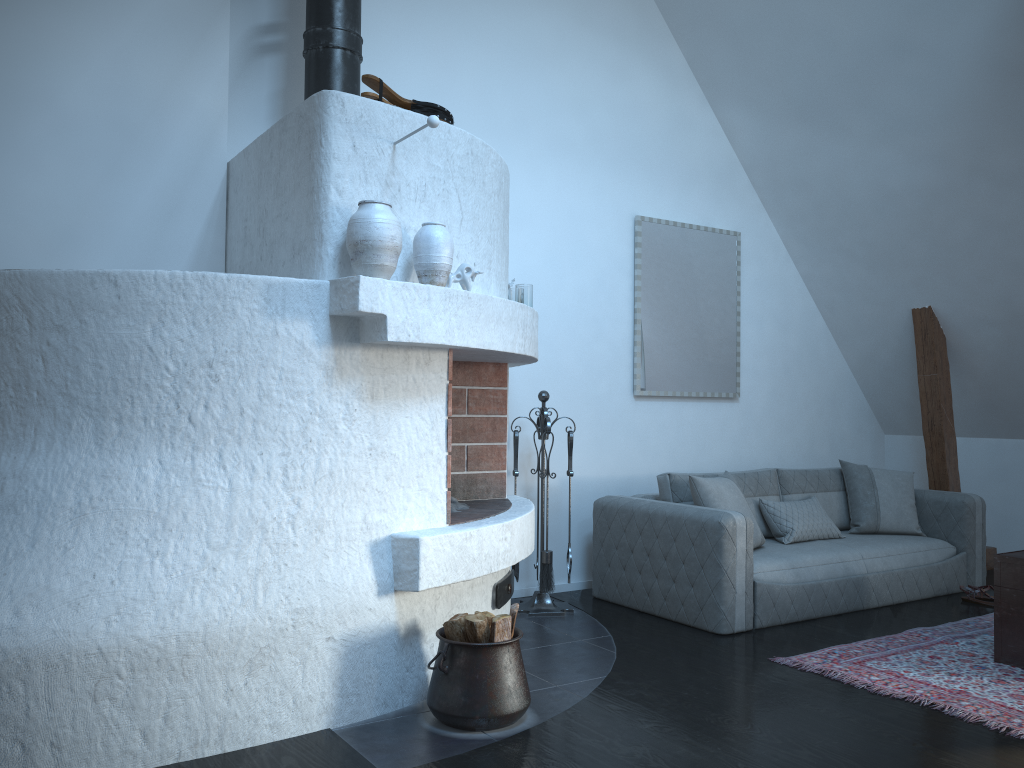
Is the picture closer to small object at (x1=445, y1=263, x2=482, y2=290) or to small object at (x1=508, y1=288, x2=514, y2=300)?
small object at (x1=508, y1=288, x2=514, y2=300)

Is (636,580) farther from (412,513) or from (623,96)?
(623,96)

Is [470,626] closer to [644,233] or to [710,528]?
[710,528]

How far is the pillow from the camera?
5.0 meters

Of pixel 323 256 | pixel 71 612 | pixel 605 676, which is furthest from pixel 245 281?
pixel 605 676

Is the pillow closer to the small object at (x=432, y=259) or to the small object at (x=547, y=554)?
the small object at (x=547, y=554)

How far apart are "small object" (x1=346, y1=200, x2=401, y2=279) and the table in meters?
3.0

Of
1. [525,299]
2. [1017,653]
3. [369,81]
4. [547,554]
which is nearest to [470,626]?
[547,554]

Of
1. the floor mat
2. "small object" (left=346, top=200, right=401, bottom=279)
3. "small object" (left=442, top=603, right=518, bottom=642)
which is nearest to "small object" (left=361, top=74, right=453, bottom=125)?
"small object" (left=346, top=200, right=401, bottom=279)

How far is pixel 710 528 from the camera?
4.5m
